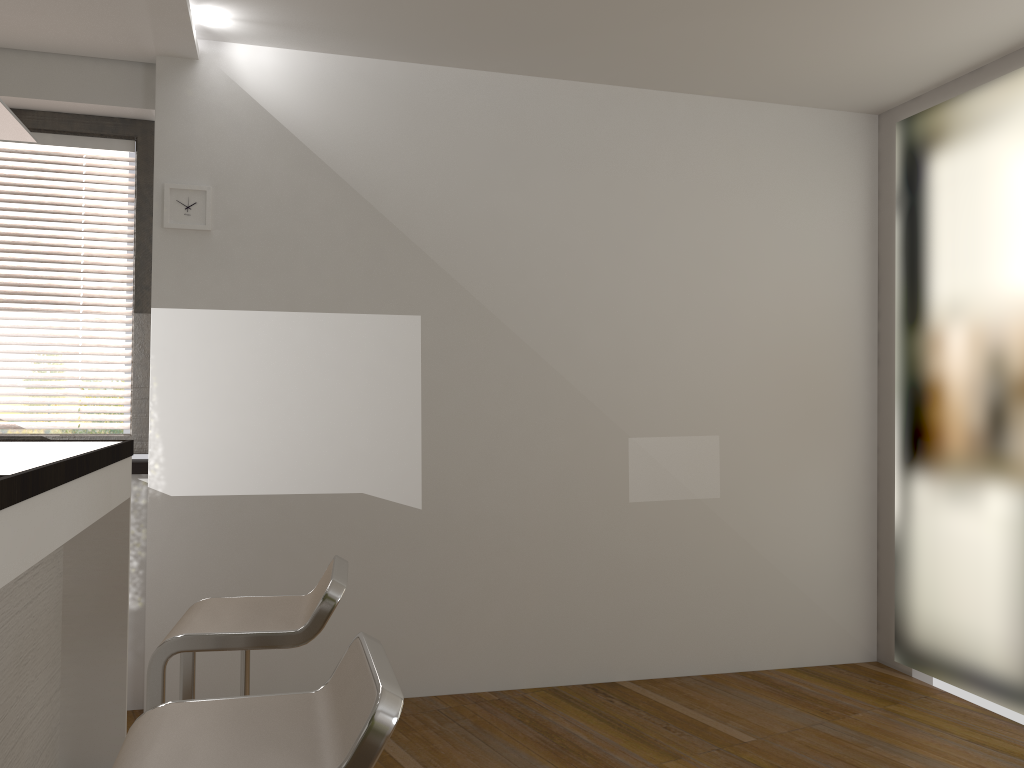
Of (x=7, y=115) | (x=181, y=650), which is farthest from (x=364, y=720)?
(x=7, y=115)

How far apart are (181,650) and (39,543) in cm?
40

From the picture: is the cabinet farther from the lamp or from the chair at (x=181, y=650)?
the lamp

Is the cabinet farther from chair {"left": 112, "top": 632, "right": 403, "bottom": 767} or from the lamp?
the lamp

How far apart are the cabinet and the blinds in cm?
88

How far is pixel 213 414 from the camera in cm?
363

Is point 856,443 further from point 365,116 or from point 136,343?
point 136,343

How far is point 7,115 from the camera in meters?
2.2

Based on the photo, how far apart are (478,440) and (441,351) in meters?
0.4

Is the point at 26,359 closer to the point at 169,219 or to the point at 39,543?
the point at 169,219
